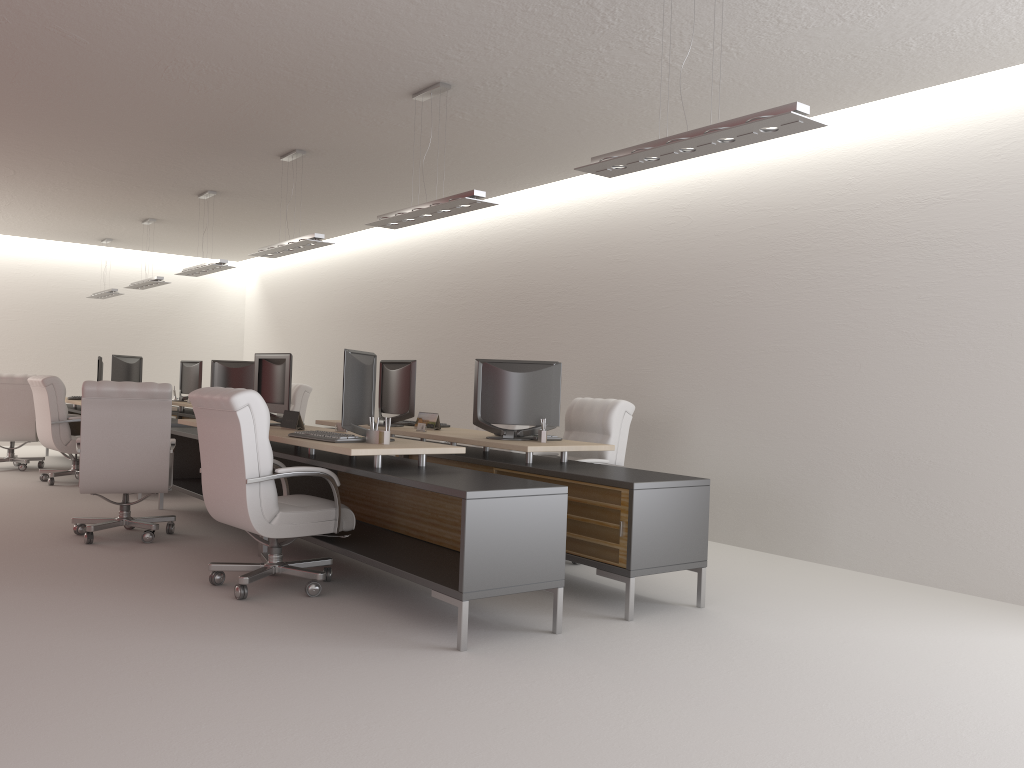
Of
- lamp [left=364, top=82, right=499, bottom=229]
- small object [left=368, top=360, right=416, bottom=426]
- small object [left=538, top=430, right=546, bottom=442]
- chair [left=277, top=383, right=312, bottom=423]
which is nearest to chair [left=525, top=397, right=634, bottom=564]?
small object [left=538, top=430, right=546, bottom=442]

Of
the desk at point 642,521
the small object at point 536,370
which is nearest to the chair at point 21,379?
the desk at point 642,521

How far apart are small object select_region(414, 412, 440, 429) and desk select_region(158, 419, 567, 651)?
1.30m

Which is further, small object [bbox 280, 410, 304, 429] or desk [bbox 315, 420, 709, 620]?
small object [bbox 280, 410, 304, 429]

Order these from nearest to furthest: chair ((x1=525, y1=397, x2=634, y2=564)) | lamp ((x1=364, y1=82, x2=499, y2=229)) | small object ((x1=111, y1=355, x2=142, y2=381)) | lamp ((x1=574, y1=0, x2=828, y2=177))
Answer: lamp ((x1=574, y1=0, x2=828, y2=177)) → lamp ((x1=364, y1=82, x2=499, y2=229)) → chair ((x1=525, y1=397, x2=634, y2=564)) → small object ((x1=111, y1=355, x2=142, y2=381))

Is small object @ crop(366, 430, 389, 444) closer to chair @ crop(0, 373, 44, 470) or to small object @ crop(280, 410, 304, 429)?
small object @ crop(280, 410, 304, 429)

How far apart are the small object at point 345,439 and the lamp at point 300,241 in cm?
340

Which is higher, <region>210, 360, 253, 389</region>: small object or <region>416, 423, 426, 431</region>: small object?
<region>210, 360, 253, 389</region>: small object

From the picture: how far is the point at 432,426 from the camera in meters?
9.8

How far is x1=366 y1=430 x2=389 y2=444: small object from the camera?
7.31m
